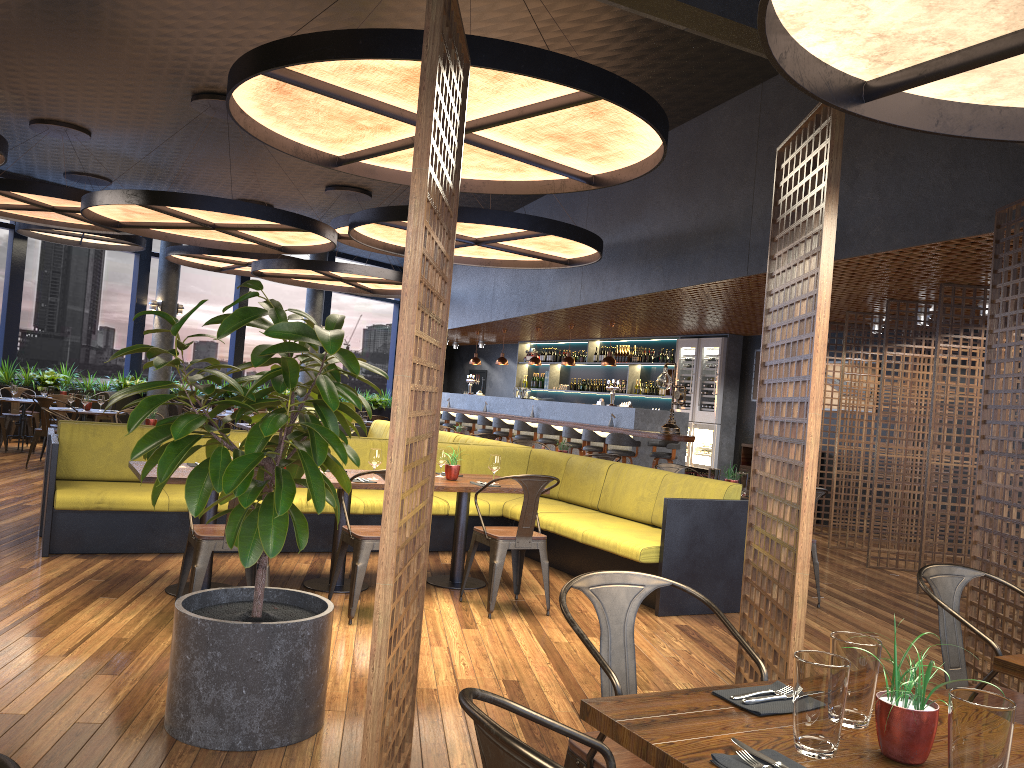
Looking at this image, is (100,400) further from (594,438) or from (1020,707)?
(1020,707)

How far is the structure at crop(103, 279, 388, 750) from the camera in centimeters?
319cm

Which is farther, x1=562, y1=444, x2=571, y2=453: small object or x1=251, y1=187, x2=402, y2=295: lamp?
x1=251, y1=187, x2=402, y2=295: lamp

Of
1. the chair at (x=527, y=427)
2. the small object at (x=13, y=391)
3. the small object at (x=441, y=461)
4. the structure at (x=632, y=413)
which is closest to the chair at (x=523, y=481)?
the small object at (x=441, y=461)

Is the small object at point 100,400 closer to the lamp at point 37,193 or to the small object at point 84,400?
the small object at point 84,400

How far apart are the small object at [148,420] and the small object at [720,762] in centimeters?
838cm

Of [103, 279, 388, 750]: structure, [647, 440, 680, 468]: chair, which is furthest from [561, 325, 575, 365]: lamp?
[103, 279, 388, 750]: structure

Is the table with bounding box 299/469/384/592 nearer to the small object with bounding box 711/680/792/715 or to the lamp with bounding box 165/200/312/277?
the small object with bounding box 711/680/792/715

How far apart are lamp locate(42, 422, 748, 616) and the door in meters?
13.7 m

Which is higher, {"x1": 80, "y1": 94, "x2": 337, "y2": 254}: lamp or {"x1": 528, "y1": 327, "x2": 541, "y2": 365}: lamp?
{"x1": 80, "y1": 94, "x2": 337, "y2": 254}: lamp
